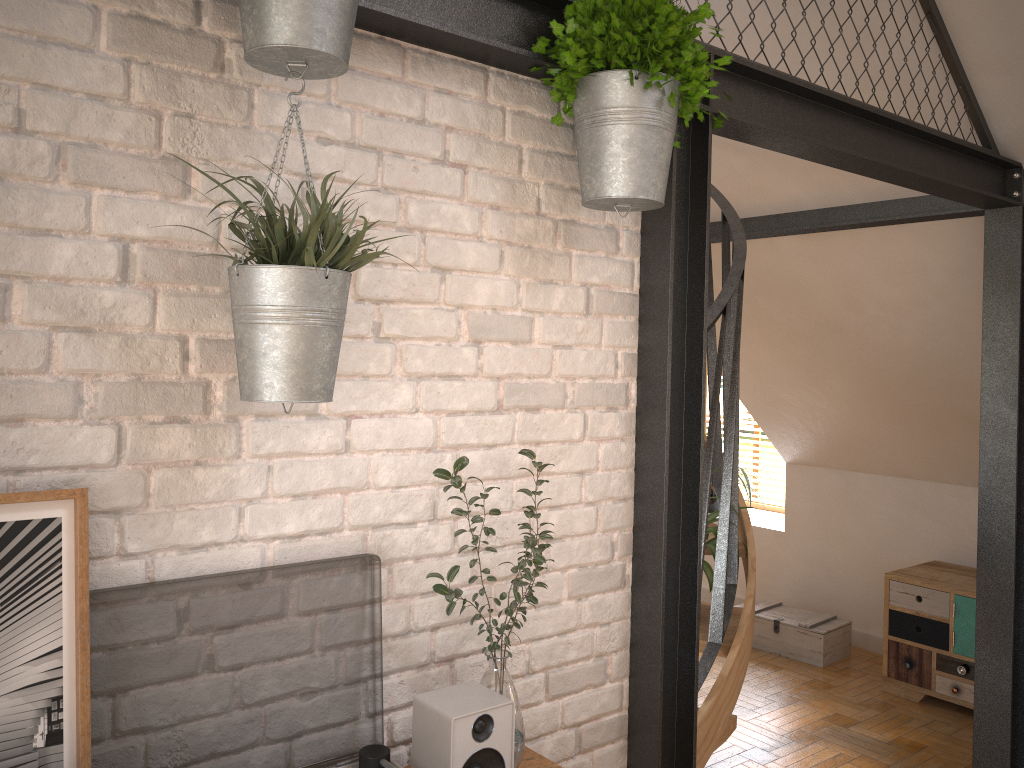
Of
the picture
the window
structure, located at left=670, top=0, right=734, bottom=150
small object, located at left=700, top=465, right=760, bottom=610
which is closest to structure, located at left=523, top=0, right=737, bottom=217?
structure, located at left=670, top=0, right=734, bottom=150

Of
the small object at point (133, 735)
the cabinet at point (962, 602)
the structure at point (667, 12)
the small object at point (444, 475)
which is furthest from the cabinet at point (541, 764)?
the cabinet at point (962, 602)

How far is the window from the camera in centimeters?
672cm

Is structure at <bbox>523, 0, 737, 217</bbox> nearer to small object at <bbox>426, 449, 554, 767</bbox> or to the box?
small object at <bbox>426, 449, 554, 767</bbox>

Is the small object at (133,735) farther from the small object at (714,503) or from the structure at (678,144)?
the small object at (714,503)

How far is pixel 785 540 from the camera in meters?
6.0 m

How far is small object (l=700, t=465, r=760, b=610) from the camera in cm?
283

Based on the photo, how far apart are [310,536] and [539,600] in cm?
59

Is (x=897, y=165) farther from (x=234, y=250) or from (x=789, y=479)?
(x=789, y=479)

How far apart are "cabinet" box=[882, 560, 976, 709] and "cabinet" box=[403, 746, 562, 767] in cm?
351
